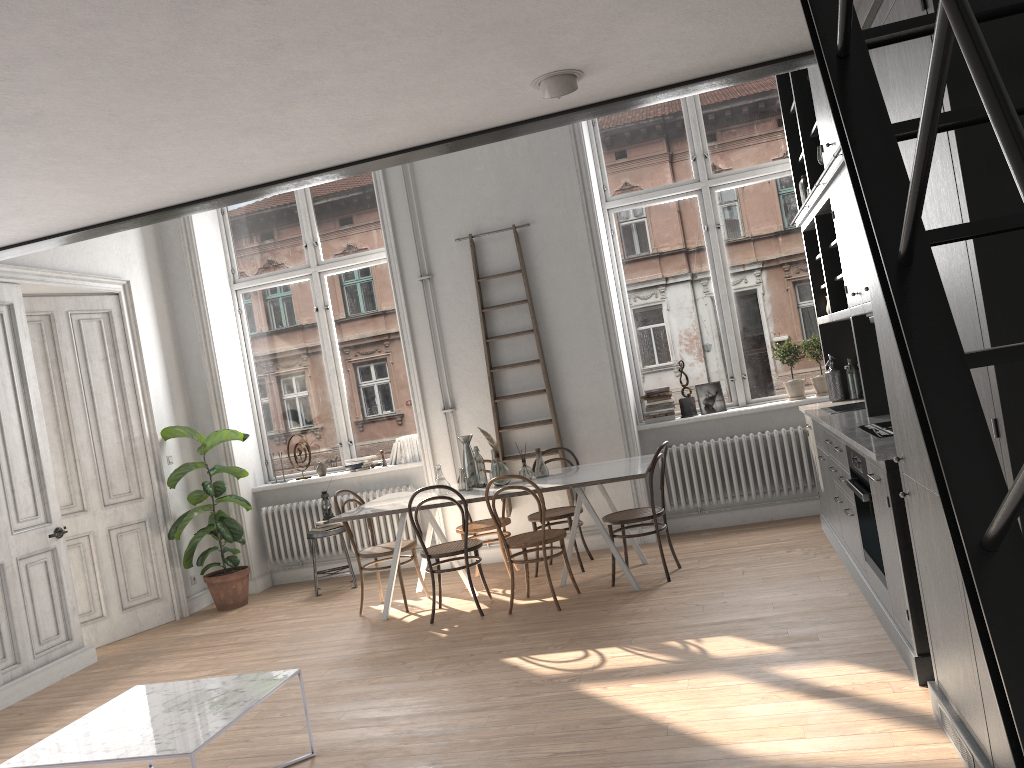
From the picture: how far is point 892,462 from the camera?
3.6m

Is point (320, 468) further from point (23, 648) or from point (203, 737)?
point (203, 737)

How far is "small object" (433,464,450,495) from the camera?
6.37m

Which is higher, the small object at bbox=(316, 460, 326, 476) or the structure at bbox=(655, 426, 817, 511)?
the small object at bbox=(316, 460, 326, 476)

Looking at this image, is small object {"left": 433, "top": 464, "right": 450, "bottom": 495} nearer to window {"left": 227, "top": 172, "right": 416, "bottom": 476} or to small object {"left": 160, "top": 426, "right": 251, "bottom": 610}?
window {"left": 227, "top": 172, "right": 416, "bottom": 476}

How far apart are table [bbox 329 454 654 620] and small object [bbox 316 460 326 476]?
1.5m

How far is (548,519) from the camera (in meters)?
6.66

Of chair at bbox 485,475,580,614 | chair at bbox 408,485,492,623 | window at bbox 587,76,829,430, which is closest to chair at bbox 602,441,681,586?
chair at bbox 485,475,580,614

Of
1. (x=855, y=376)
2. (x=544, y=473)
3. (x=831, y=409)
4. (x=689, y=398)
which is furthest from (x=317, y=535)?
(x=855, y=376)

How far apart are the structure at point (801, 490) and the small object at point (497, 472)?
1.71m
